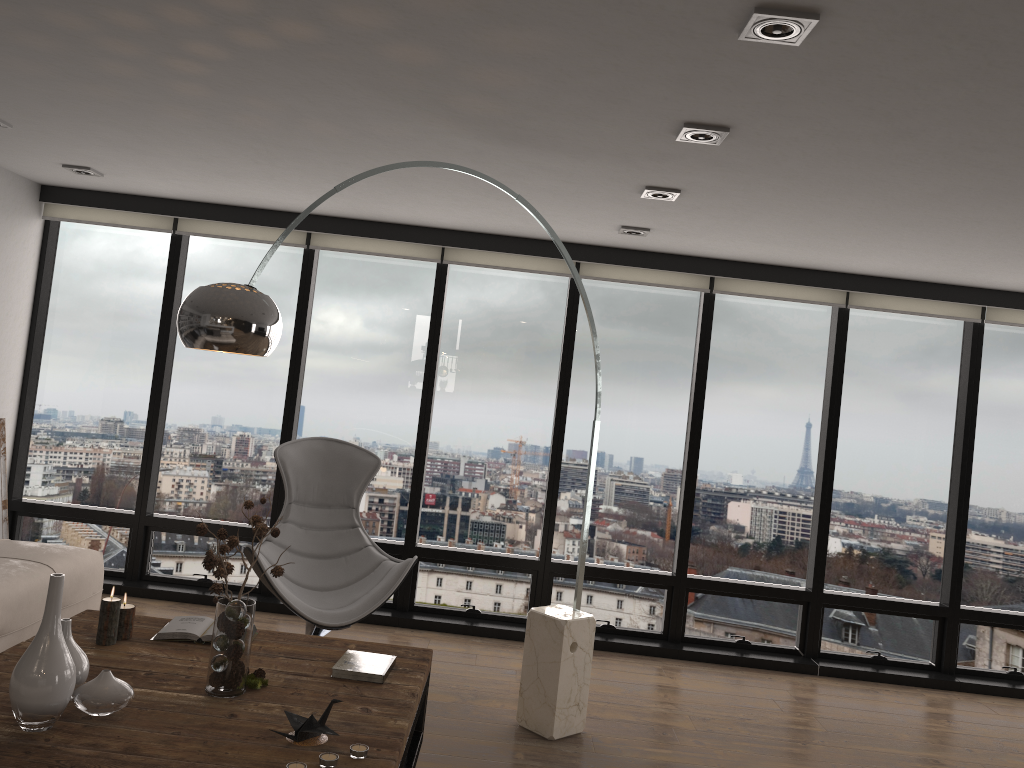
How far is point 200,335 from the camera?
2.7m

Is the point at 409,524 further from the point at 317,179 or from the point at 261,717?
the point at 261,717

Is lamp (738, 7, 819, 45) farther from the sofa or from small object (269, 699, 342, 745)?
the sofa

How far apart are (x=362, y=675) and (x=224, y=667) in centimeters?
49cm

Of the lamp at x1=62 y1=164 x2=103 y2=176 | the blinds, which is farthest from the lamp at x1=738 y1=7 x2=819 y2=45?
the lamp at x1=62 y1=164 x2=103 y2=176

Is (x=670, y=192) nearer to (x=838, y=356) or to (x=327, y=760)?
(x=838, y=356)

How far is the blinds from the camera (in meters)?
5.45

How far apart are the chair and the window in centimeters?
63cm

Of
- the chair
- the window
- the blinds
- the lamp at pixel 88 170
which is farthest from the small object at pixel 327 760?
the lamp at pixel 88 170

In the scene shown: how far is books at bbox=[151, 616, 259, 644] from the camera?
3.2m
